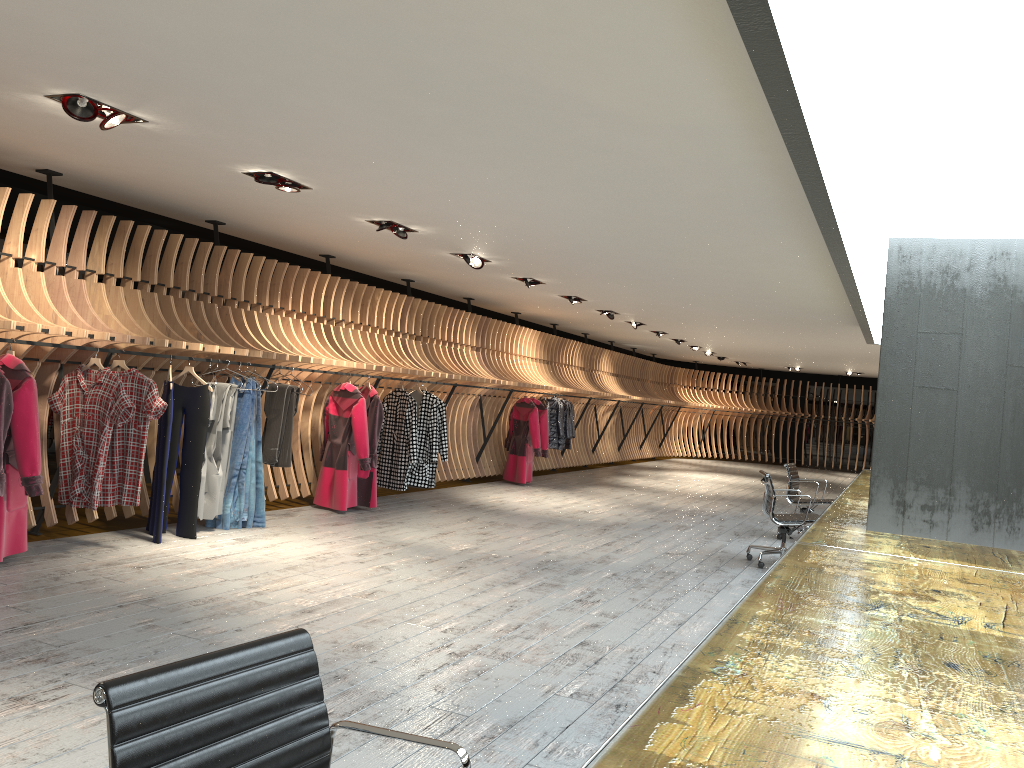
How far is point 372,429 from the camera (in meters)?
9.26

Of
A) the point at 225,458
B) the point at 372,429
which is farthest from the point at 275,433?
the point at 372,429

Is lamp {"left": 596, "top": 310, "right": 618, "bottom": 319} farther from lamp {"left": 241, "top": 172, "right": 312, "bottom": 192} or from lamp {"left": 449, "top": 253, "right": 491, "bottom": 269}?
lamp {"left": 241, "top": 172, "right": 312, "bottom": 192}

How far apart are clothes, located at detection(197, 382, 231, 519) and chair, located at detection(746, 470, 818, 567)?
4.80m

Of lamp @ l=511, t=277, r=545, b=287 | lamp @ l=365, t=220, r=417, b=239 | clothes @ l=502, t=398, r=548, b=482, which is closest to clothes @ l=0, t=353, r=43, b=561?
lamp @ l=365, t=220, r=417, b=239

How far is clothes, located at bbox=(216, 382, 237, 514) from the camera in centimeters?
756cm

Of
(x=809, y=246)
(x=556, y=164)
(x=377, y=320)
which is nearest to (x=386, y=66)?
(x=556, y=164)

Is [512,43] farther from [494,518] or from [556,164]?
[494,518]

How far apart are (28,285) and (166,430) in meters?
1.5

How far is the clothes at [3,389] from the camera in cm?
539
